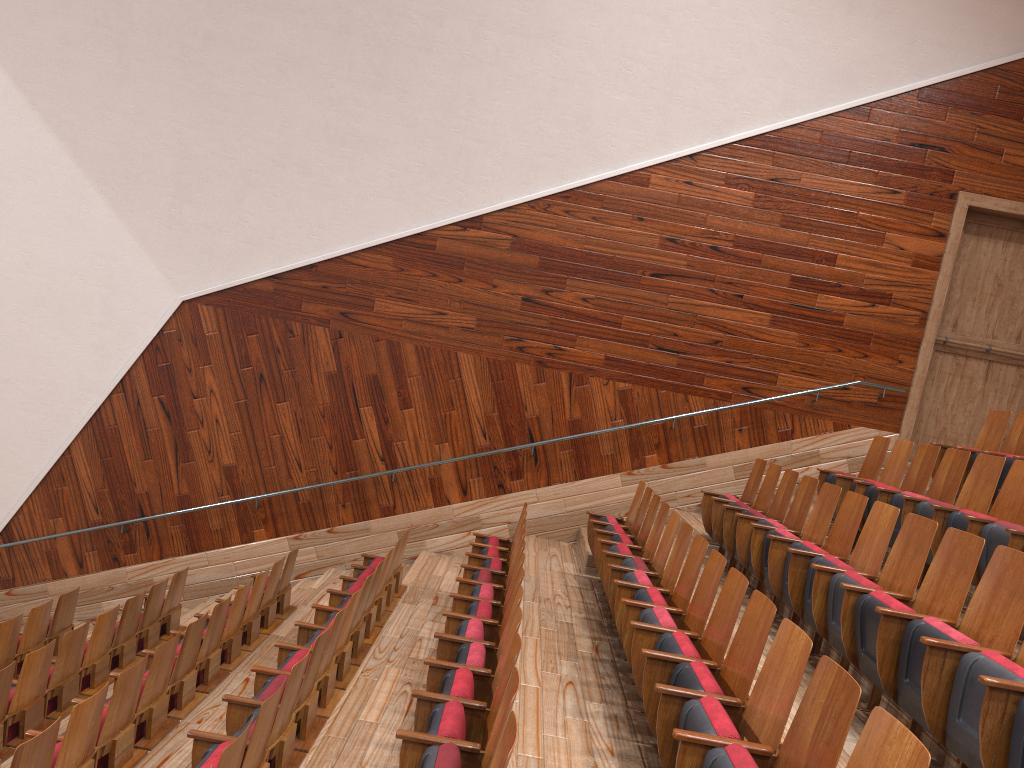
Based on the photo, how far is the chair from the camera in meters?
0.3

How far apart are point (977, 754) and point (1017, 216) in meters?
0.7

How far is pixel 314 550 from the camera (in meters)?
0.81

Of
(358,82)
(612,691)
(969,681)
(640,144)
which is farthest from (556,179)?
(969,681)

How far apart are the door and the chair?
0.1m

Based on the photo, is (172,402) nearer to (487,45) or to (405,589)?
(405,589)

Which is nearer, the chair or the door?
the chair

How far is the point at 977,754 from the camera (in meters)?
0.26

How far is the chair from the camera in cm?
26

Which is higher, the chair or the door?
the door
